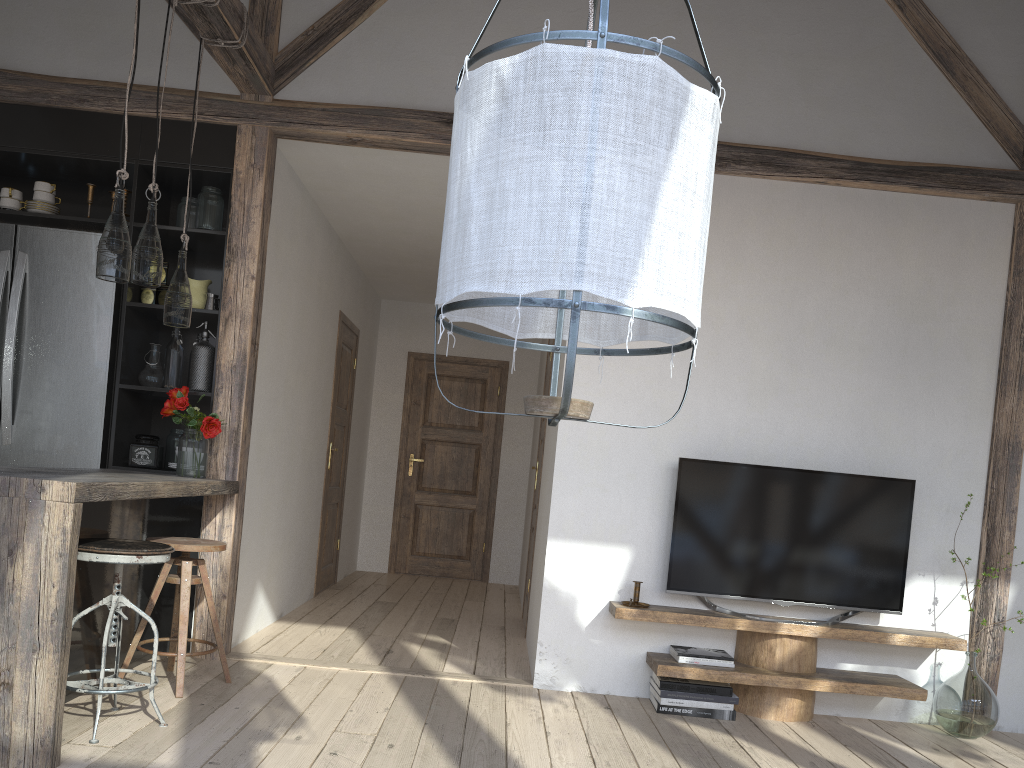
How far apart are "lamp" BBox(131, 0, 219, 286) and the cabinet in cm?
78

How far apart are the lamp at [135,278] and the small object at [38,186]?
1.2m

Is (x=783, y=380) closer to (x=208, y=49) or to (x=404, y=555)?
(x=208, y=49)

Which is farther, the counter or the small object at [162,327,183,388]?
the small object at [162,327,183,388]

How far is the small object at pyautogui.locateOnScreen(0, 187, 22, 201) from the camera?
4.23m

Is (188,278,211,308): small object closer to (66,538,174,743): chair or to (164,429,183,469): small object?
(164,429,183,469): small object

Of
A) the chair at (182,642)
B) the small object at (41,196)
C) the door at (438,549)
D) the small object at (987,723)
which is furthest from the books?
the door at (438,549)

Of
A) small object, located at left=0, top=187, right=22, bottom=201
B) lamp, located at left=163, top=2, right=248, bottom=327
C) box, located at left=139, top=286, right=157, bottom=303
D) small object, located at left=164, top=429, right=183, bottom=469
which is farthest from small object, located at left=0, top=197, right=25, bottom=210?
→ small object, located at left=164, top=429, right=183, bottom=469

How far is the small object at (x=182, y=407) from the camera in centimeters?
395cm

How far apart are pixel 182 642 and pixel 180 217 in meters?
2.1
